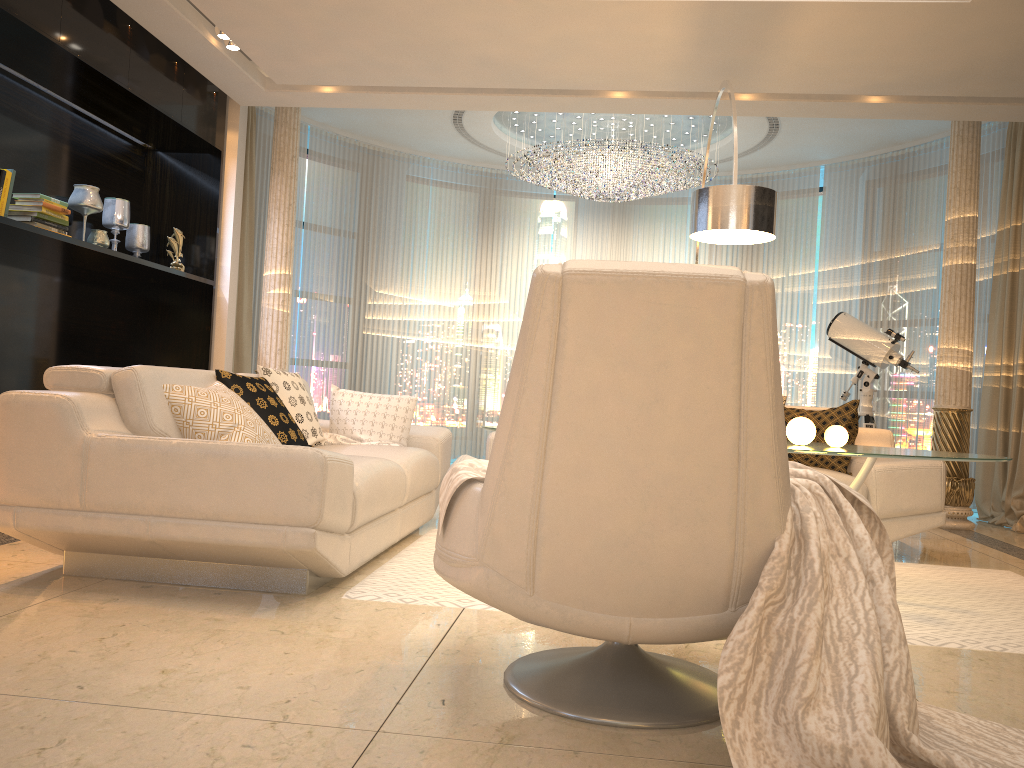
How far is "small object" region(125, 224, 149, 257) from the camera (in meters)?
5.79

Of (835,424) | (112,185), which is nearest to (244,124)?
(112,185)

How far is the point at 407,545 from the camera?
4.10m

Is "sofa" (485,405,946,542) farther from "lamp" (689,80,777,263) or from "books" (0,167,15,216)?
"books" (0,167,15,216)

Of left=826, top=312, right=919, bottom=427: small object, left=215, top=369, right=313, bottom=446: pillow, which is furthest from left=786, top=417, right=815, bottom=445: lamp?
left=826, top=312, right=919, bottom=427: small object

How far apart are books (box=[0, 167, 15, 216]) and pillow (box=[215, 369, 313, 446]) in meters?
1.5

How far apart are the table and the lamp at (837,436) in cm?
2

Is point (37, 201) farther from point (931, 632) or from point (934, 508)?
point (934, 508)

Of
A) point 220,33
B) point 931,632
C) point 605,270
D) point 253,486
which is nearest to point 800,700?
point 605,270

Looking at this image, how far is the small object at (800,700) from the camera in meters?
1.6 m
